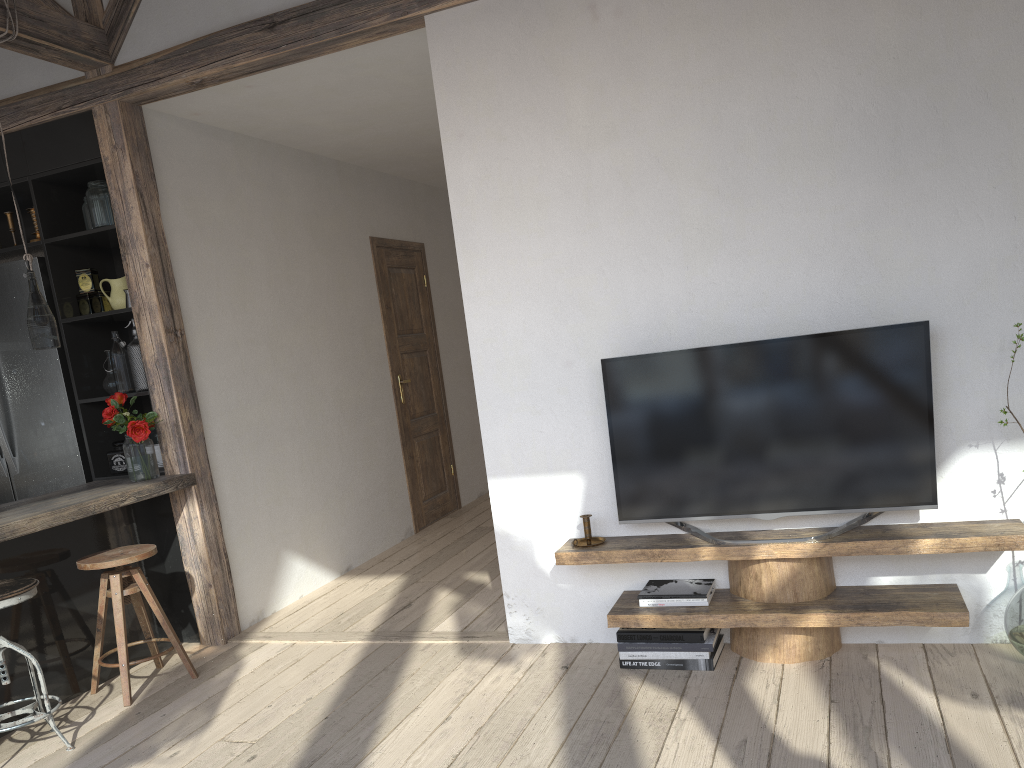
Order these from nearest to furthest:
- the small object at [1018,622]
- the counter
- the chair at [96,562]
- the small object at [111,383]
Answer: the small object at [1018,622] < the counter < the chair at [96,562] < the small object at [111,383]

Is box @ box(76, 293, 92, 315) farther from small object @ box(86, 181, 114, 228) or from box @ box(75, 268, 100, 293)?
small object @ box(86, 181, 114, 228)

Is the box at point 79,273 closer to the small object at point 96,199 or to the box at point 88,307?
the box at point 88,307

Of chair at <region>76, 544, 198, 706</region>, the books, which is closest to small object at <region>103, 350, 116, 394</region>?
chair at <region>76, 544, 198, 706</region>

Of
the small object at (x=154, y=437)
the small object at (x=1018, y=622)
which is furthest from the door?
the small object at (x=1018, y=622)

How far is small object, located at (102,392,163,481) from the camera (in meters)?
3.94

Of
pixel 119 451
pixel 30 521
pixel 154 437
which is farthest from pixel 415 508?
pixel 30 521

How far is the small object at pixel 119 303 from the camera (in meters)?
4.24

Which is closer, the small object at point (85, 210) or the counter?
the counter

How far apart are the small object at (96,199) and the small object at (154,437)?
1.1m
